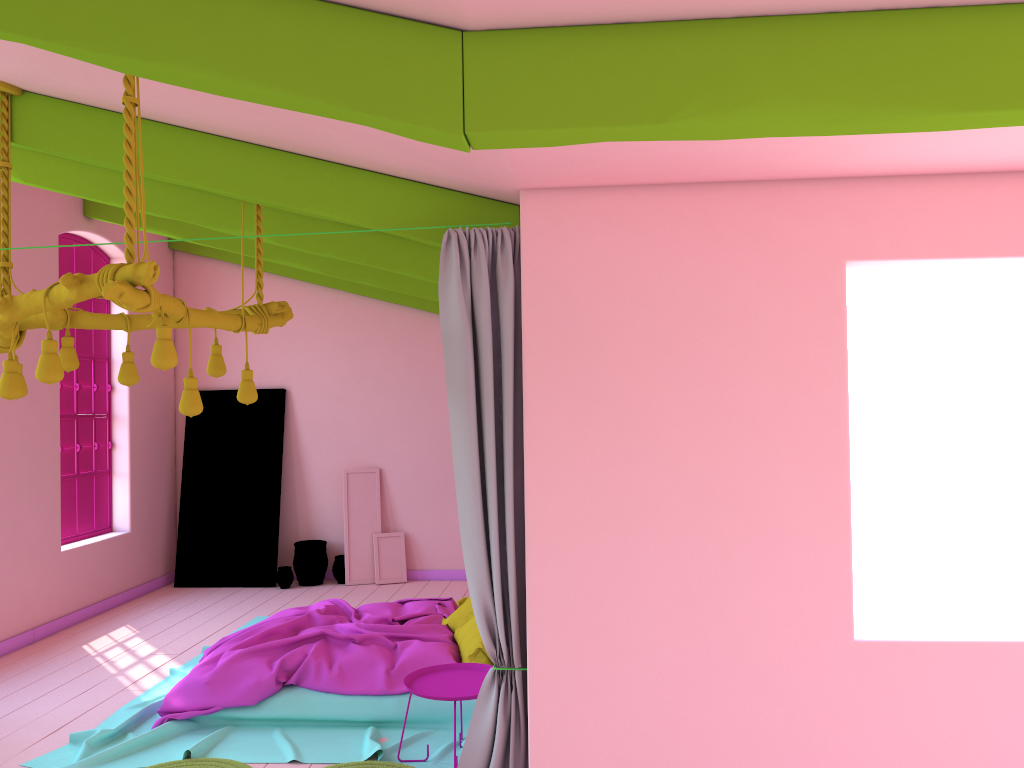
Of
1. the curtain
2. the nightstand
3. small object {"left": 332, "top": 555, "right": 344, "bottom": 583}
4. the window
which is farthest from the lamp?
small object {"left": 332, "top": 555, "right": 344, "bottom": 583}

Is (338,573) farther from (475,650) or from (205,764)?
(205,764)

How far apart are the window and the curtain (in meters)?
5.84

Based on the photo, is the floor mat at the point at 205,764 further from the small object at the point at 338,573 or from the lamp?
the small object at the point at 338,573

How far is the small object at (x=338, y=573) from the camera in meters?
9.9

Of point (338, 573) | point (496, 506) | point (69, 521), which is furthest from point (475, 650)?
point (69, 521)

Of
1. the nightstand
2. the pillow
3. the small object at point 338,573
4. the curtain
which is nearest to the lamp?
the curtain

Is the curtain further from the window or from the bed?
the window

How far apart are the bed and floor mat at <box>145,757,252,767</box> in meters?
0.1

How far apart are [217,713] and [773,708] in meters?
3.4 m
